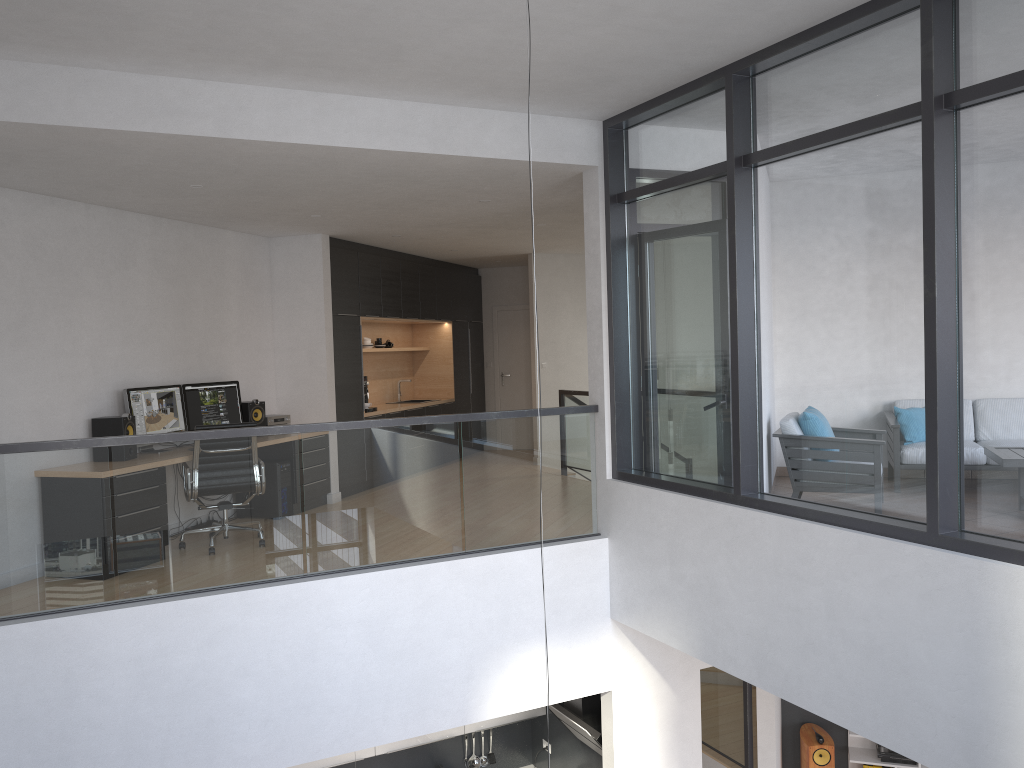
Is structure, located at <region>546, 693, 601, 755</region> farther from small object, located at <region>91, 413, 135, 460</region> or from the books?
small object, located at <region>91, 413, 135, 460</region>

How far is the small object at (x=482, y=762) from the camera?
8.27m

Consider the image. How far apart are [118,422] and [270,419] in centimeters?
193cm

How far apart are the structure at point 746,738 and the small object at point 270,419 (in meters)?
3.25

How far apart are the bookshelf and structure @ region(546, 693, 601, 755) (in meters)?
2.86

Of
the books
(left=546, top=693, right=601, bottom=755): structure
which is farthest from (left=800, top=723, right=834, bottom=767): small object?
(left=546, top=693, right=601, bottom=755): structure

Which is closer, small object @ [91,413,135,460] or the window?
the window

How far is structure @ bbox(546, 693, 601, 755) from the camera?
6.9m

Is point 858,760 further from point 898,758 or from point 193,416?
point 193,416

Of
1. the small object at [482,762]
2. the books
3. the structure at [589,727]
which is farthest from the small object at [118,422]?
the books
